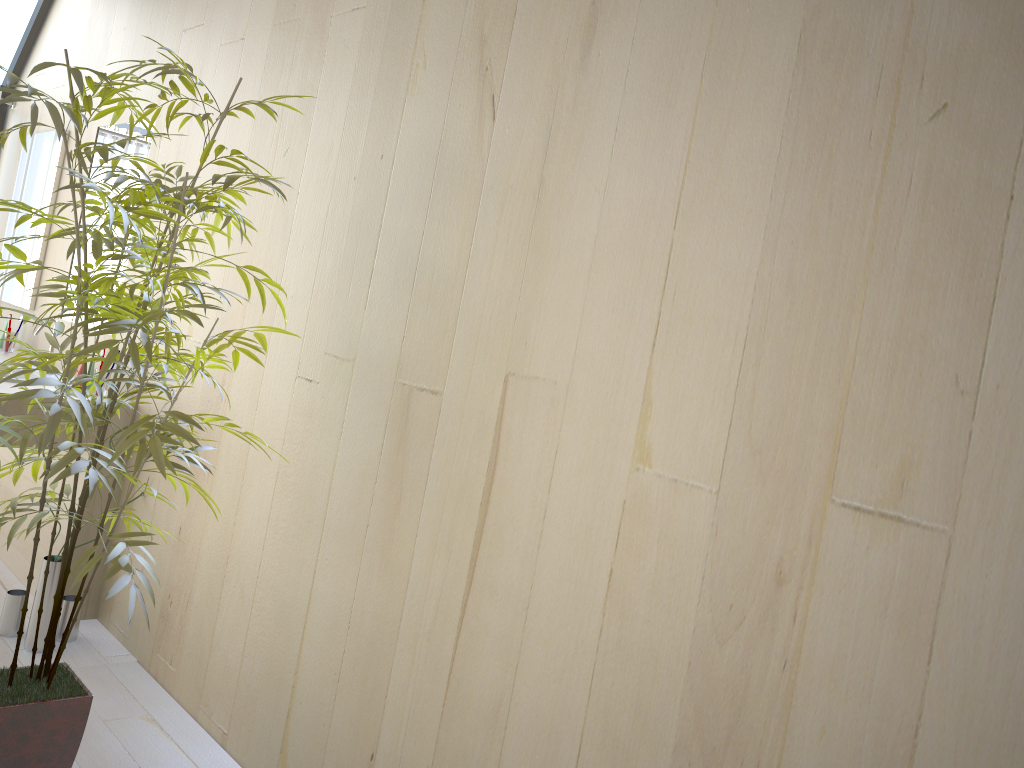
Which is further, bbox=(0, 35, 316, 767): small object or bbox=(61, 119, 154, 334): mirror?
bbox=(61, 119, 154, 334): mirror

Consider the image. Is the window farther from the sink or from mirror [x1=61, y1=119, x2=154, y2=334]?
the sink

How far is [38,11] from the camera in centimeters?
465cm

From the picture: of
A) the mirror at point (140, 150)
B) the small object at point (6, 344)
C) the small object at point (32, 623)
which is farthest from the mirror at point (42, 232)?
the small object at point (32, 623)

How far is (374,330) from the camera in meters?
2.2 m

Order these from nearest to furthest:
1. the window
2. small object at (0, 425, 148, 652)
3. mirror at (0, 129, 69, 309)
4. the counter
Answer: small object at (0, 425, 148, 652) → the counter → mirror at (0, 129, 69, 309) → the window

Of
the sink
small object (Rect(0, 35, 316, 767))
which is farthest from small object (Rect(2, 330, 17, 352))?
small object (Rect(0, 35, 316, 767))

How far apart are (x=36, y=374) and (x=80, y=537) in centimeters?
75cm

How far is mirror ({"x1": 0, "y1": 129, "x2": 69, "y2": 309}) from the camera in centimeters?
416cm

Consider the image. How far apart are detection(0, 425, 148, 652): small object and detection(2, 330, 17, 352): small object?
1.5 meters
